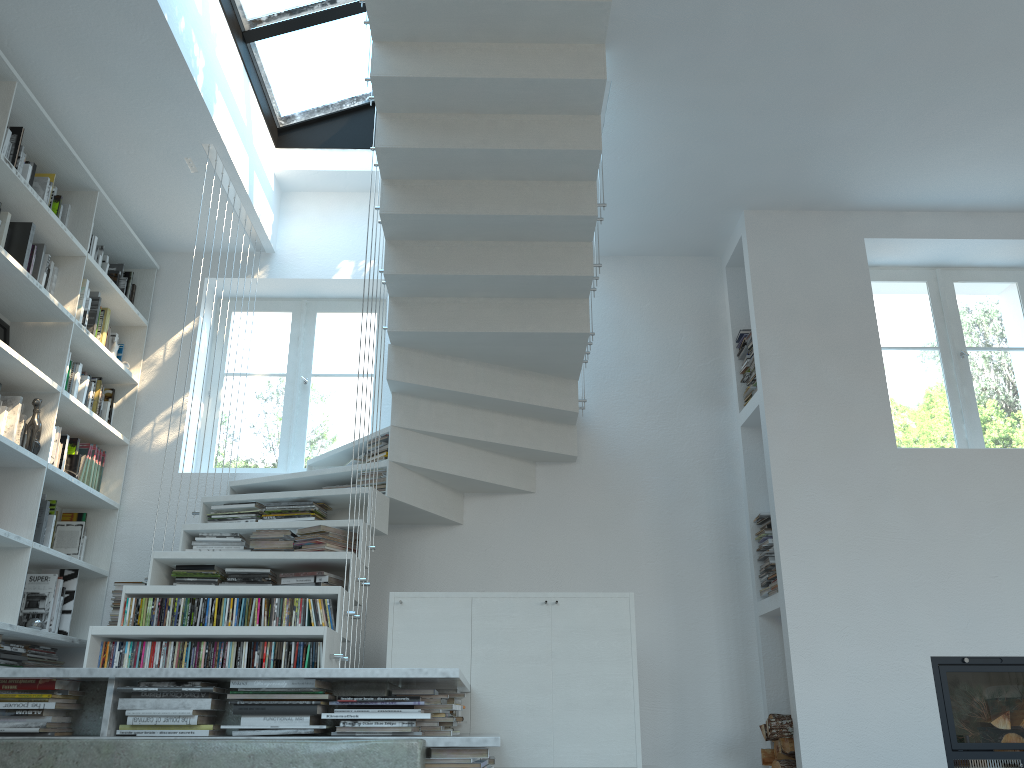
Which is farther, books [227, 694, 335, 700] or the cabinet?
the cabinet

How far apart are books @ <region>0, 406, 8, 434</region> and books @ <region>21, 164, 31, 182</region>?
1.08m

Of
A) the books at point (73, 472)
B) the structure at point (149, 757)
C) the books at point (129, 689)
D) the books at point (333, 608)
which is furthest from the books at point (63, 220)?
the books at point (129, 689)

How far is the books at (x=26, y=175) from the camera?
4.10m

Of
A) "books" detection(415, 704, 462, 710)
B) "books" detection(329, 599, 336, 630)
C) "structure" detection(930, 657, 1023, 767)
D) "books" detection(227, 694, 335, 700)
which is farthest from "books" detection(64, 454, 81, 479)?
"structure" detection(930, 657, 1023, 767)

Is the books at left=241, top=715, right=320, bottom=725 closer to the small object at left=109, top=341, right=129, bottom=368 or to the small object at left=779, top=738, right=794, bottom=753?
the small object at left=779, top=738, right=794, bottom=753

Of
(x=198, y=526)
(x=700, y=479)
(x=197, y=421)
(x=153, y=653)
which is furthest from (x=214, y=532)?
(x=700, y=479)

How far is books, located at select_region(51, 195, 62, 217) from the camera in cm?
440

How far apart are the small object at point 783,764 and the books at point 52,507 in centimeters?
373cm

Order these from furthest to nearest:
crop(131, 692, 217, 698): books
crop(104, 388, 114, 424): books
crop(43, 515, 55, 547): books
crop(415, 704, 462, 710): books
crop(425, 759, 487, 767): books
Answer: crop(104, 388, 114, 424): books < crop(43, 515, 55, 547): books < crop(415, 704, 462, 710): books < crop(131, 692, 217, 698): books < crop(425, 759, 487, 767): books
